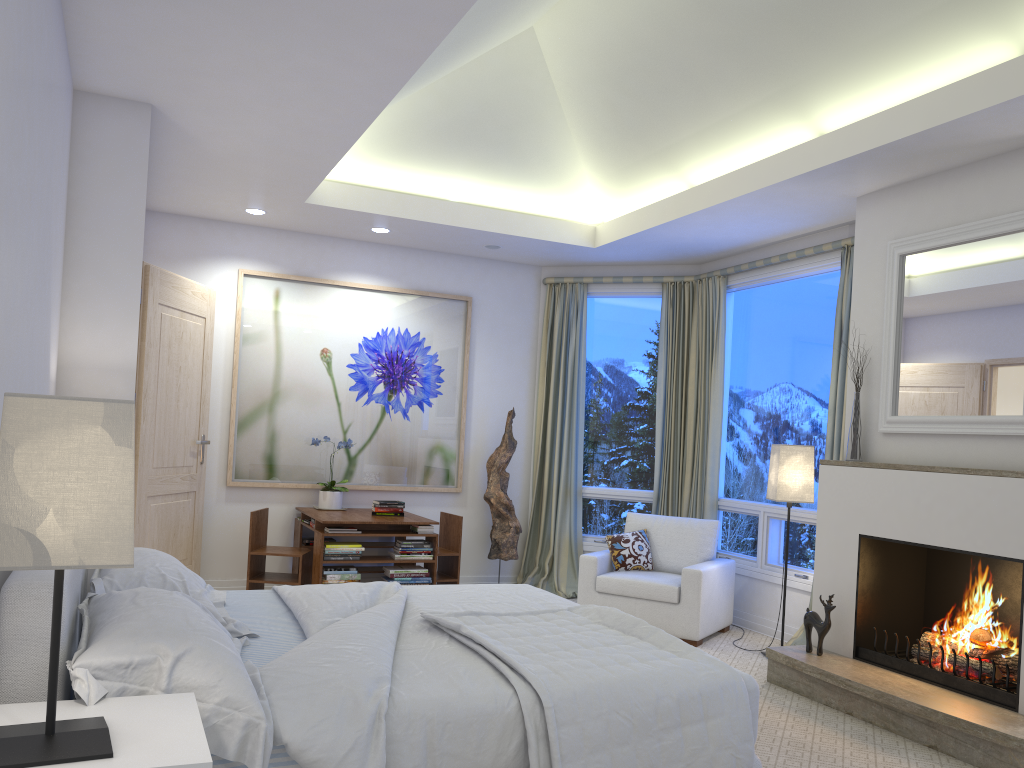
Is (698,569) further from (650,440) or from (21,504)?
(21,504)

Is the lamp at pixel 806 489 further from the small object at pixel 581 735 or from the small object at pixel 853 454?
the small object at pixel 581 735

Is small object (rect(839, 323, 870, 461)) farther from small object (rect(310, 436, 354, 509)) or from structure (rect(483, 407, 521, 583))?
small object (rect(310, 436, 354, 509))

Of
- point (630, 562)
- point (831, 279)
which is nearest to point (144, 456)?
point (630, 562)

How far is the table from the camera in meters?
5.3

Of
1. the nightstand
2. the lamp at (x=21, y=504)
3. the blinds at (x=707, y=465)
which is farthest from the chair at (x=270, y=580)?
the lamp at (x=21, y=504)

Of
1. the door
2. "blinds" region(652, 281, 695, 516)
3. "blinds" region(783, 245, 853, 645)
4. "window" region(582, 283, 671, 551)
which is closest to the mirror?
"blinds" region(783, 245, 853, 645)

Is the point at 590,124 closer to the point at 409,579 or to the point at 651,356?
the point at 651,356

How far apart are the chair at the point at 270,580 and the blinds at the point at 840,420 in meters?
3.0

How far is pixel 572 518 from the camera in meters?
6.6 m
